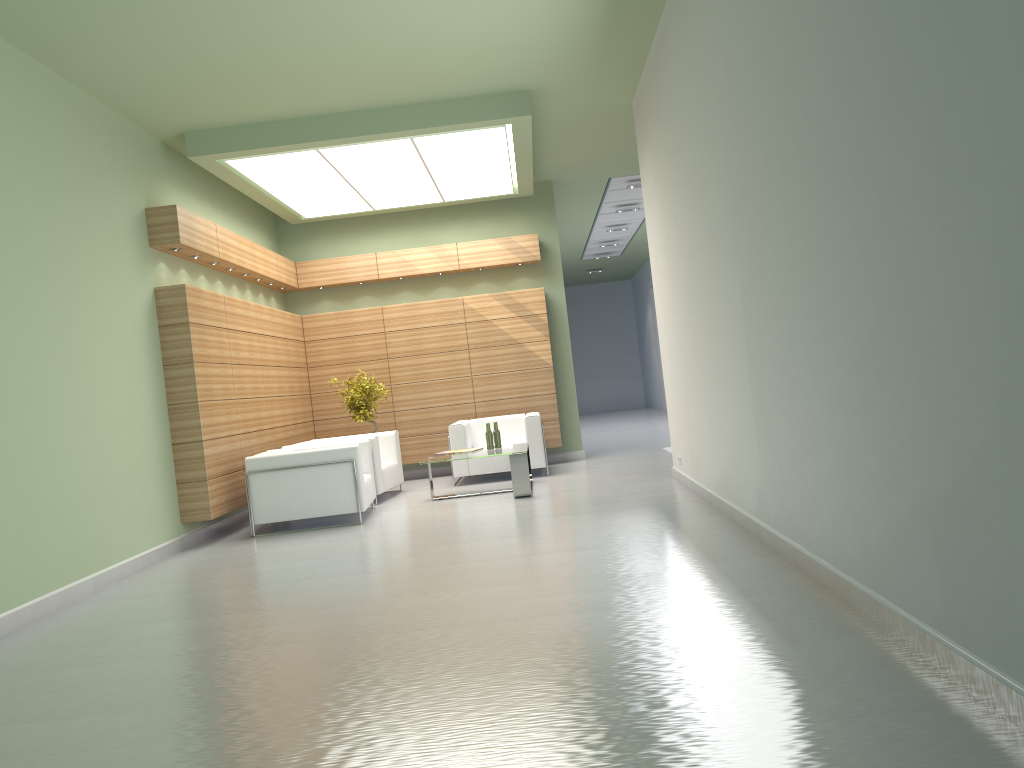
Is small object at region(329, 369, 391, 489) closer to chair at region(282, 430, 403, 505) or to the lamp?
chair at region(282, 430, 403, 505)

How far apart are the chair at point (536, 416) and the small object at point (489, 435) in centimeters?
164cm

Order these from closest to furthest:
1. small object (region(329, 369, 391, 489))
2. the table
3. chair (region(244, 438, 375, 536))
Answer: A: 1. chair (region(244, 438, 375, 536))
2. the table
3. small object (region(329, 369, 391, 489))

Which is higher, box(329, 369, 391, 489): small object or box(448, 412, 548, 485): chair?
box(329, 369, 391, 489): small object

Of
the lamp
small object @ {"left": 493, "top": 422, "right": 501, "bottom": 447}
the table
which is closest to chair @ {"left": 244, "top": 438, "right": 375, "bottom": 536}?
the table

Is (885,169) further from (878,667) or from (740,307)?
(740,307)

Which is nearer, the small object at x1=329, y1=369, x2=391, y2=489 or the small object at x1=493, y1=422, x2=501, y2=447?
the small object at x1=493, y1=422, x2=501, y2=447

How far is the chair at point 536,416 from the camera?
17.33m

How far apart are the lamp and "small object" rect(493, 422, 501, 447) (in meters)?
4.93

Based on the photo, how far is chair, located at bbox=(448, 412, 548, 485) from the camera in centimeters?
1733cm
